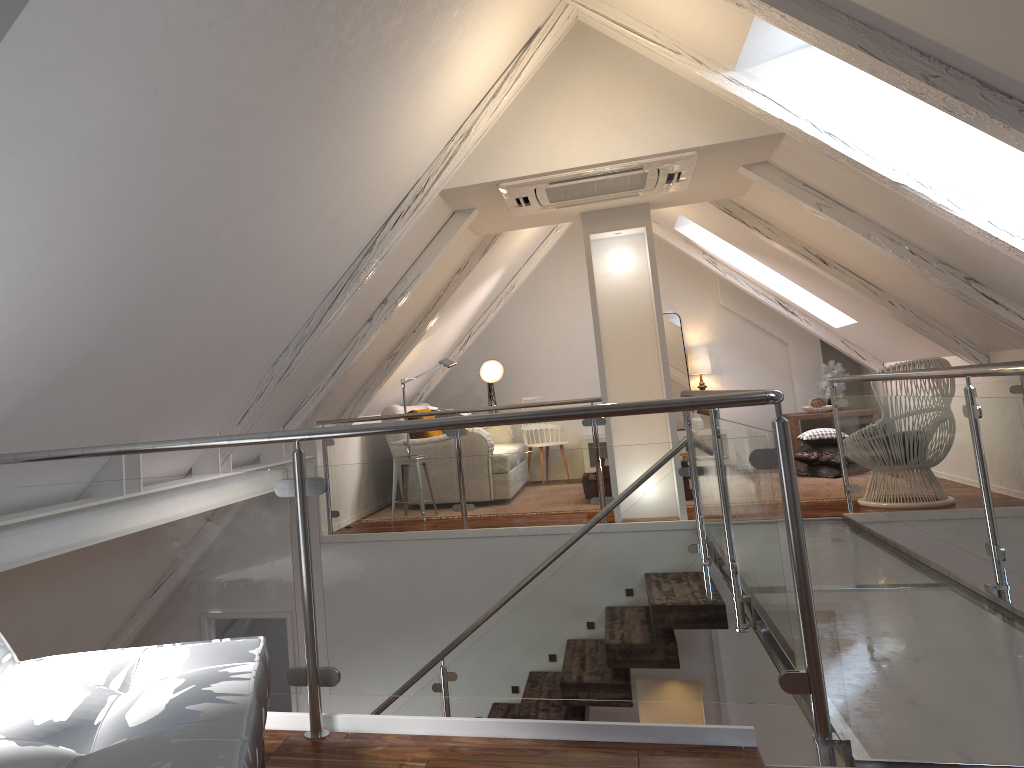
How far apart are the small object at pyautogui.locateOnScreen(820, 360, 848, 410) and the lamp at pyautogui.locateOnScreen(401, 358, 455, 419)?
3.41m

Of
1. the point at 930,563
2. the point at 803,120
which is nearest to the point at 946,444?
the point at 930,563

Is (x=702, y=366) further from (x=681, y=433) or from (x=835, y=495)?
(x=835, y=495)

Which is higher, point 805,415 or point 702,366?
point 702,366

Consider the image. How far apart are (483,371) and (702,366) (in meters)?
1.98

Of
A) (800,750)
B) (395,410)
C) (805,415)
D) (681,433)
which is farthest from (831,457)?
(395,410)

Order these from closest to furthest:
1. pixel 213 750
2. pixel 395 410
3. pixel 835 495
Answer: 1. pixel 213 750
2. pixel 835 495
3. pixel 395 410

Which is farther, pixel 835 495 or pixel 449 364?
pixel 449 364

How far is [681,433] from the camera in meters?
7.7

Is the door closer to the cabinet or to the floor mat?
Answer: the floor mat
